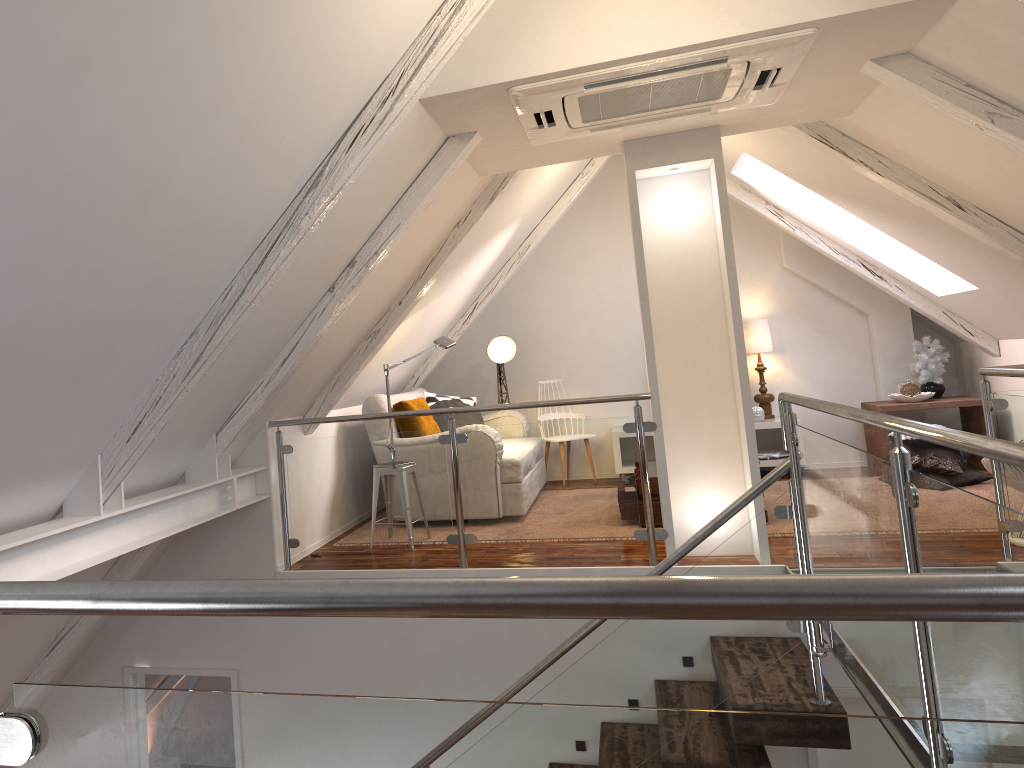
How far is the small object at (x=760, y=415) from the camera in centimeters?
632cm

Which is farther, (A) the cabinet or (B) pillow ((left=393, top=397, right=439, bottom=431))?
(A) the cabinet

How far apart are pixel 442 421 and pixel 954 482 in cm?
323

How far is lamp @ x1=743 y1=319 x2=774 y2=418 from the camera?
6.50m

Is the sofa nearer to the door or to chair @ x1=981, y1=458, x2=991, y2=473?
the door

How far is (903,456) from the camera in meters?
1.8

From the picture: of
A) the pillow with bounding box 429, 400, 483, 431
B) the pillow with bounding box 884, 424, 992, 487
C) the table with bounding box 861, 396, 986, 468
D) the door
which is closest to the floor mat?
the pillow with bounding box 884, 424, 992, 487

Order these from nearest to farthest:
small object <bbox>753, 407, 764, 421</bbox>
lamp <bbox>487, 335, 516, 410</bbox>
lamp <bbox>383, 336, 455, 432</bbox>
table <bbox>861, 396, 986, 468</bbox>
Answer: lamp <bbox>383, 336, 455, 432</bbox> < table <bbox>861, 396, 986, 468</bbox> < small object <bbox>753, 407, 764, 421</bbox> < lamp <bbox>487, 335, 516, 410</bbox>

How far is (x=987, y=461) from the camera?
4.0 meters

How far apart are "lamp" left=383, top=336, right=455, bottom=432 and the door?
2.66m
